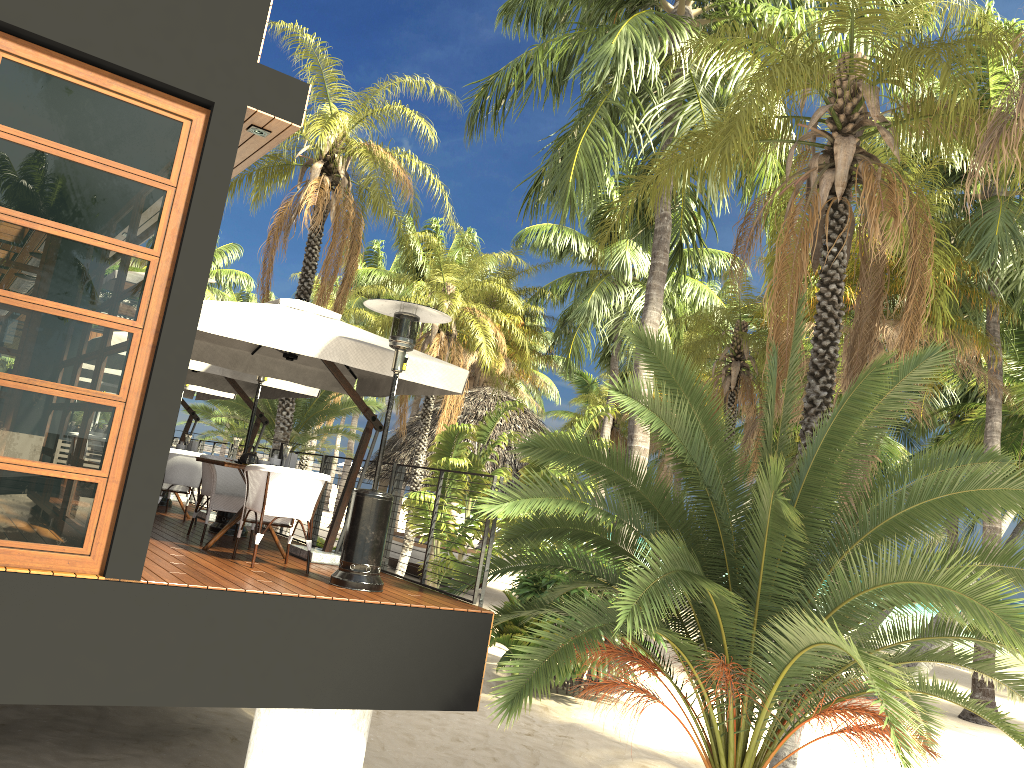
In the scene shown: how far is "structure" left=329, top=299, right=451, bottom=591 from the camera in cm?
651

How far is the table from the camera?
7.5 meters

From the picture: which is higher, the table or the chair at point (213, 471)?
the chair at point (213, 471)

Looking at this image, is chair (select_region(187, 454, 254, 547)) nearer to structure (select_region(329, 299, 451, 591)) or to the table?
the table

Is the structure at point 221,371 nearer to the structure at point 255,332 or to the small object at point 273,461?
the structure at point 255,332

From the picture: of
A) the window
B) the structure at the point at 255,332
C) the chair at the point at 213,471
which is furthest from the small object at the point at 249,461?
the window

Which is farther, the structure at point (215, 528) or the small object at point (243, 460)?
the structure at point (215, 528)

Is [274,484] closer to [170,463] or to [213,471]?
[213,471]

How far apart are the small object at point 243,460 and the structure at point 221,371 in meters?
2.4

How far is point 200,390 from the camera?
13.06m
